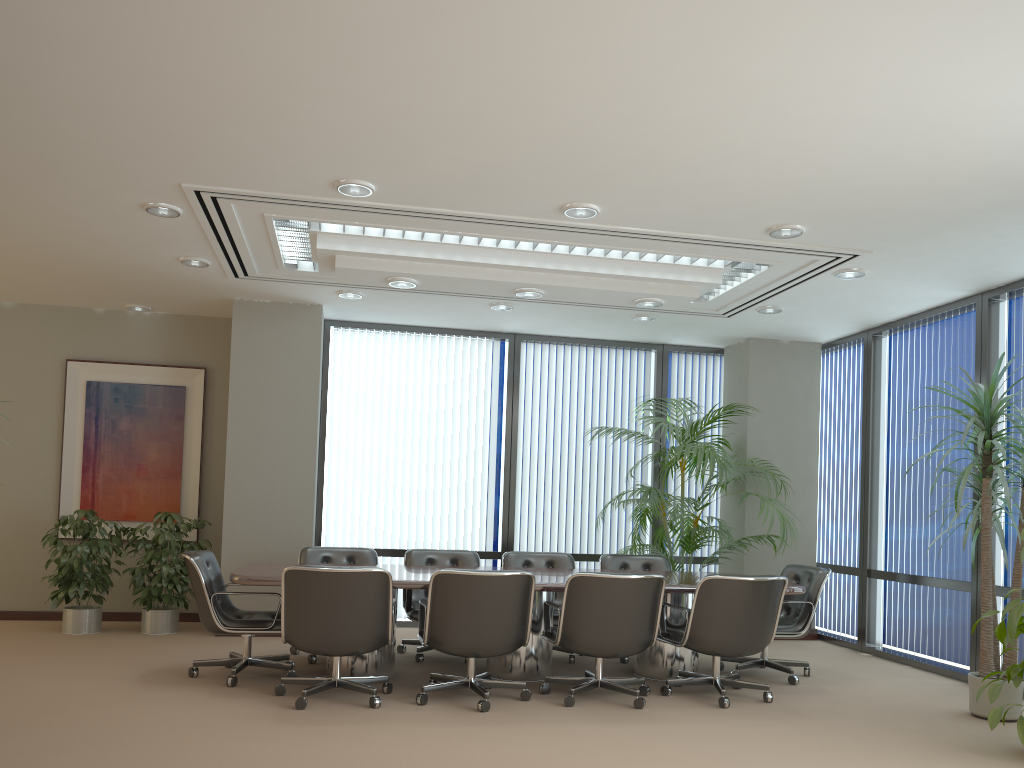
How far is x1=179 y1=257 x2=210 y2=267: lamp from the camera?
6.8m

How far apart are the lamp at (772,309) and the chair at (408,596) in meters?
Result: 3.3 m

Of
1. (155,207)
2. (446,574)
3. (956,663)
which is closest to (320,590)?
(446,574)

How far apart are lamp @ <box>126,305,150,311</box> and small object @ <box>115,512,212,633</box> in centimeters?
205cm

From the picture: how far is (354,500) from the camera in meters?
8.8 m

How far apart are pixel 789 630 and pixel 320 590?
3.5m

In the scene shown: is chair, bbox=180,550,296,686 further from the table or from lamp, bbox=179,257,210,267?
lamp, bbox=179,257,210,267

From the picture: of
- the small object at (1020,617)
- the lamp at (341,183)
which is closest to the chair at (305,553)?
the lamp at (341,183)

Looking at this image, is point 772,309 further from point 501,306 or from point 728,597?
point 728,597

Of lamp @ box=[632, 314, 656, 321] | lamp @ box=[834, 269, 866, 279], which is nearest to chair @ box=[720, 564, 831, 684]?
lamp @ box=[834, 269, 866, 279]
